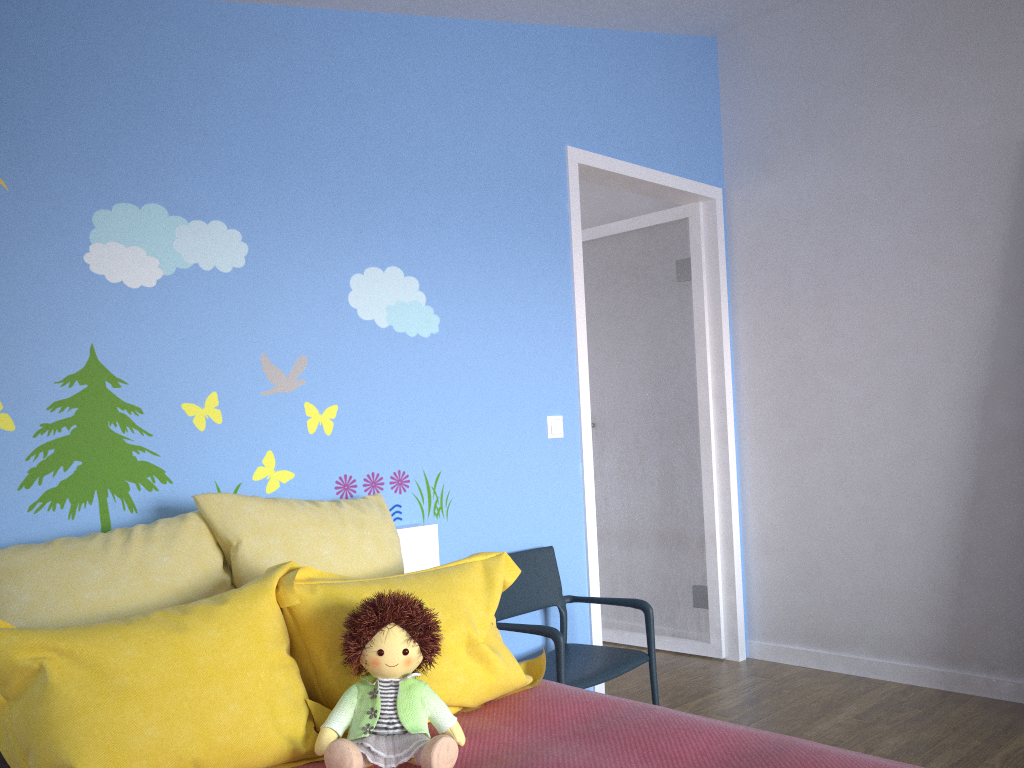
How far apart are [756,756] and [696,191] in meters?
2.8

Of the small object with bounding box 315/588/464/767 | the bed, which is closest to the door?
the bed

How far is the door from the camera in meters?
3.9

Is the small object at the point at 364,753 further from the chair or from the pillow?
the chair

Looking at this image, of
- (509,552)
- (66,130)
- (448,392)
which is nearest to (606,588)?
(509,552)

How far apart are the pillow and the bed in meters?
0.0

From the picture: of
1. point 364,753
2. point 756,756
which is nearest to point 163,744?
point 364,753

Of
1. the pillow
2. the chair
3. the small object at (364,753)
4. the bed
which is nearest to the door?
the chair

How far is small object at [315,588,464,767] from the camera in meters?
1.6

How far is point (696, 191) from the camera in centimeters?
390cm
